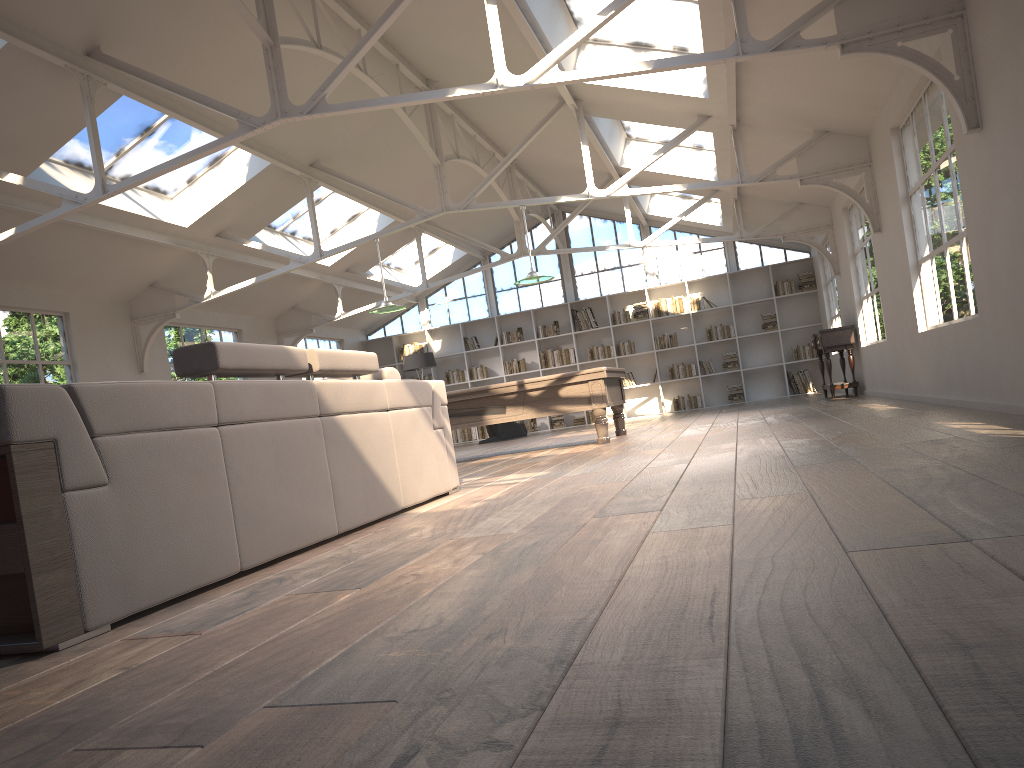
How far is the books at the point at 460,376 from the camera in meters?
17.3 m

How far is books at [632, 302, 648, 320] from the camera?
16.5 meters

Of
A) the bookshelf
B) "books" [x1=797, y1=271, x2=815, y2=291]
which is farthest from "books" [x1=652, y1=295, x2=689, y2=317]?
"books" [x1=797, y1=271, x2=815, y2=291]

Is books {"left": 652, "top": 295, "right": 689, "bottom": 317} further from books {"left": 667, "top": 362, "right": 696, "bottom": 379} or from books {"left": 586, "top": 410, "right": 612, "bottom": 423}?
books {"left": 586, "top": 410, "right": 612, "bottom": 423}

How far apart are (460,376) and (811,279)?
6.75m

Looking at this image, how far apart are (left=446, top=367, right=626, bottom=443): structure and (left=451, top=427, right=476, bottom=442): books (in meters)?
7.40

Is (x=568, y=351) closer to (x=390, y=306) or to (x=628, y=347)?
(x=628, y=347)

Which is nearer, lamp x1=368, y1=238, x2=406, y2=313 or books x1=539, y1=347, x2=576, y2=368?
lamp x1=368, y1=238, x2=406, y2=313

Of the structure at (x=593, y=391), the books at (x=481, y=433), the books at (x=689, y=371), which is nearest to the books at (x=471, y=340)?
the books at (x=481, y=433)

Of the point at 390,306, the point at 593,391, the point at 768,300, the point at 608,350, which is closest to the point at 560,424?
the point at 608,350
